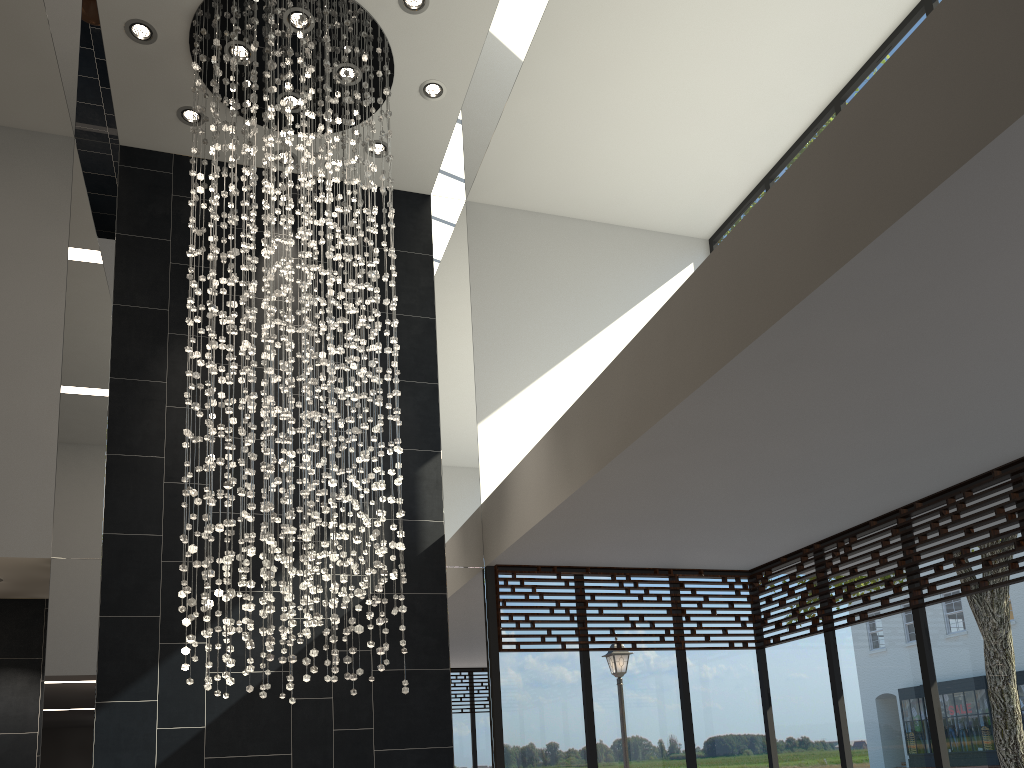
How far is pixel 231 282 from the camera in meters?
5.0

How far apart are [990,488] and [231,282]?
4.47m

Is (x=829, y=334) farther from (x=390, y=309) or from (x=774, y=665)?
(x=774, y=665)

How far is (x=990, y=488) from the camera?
4.88m

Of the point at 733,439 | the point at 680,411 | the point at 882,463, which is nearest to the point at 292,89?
the point at 680,411

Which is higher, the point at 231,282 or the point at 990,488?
the point at 231,282

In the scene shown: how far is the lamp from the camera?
4.95m

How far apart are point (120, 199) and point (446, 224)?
2.61m

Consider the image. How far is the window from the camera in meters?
4.9

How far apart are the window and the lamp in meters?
1.2 m
